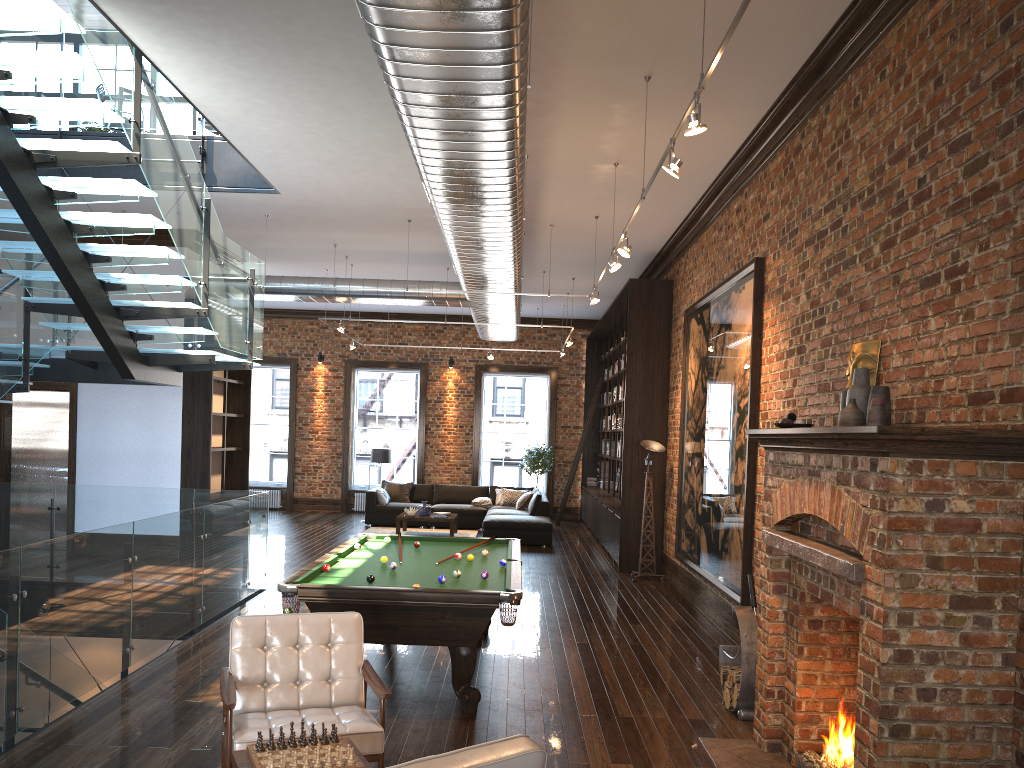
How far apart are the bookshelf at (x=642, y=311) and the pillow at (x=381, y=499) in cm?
392

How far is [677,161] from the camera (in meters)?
5.10

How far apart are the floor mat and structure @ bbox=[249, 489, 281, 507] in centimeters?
428cm

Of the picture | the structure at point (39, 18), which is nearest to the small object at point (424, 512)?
the structure at point (39, 18)

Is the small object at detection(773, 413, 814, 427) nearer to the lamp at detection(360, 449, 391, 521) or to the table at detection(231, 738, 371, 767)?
the table at detection(231, 738, 371, 767)

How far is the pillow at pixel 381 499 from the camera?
16.97m

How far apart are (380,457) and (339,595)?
11.84m

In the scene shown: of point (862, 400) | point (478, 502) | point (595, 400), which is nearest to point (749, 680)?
point (862, 400)

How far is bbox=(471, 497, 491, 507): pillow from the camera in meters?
17.1

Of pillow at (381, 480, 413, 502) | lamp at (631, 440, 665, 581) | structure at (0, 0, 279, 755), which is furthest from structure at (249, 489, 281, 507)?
lamp at (631, 440, 665, 581)
